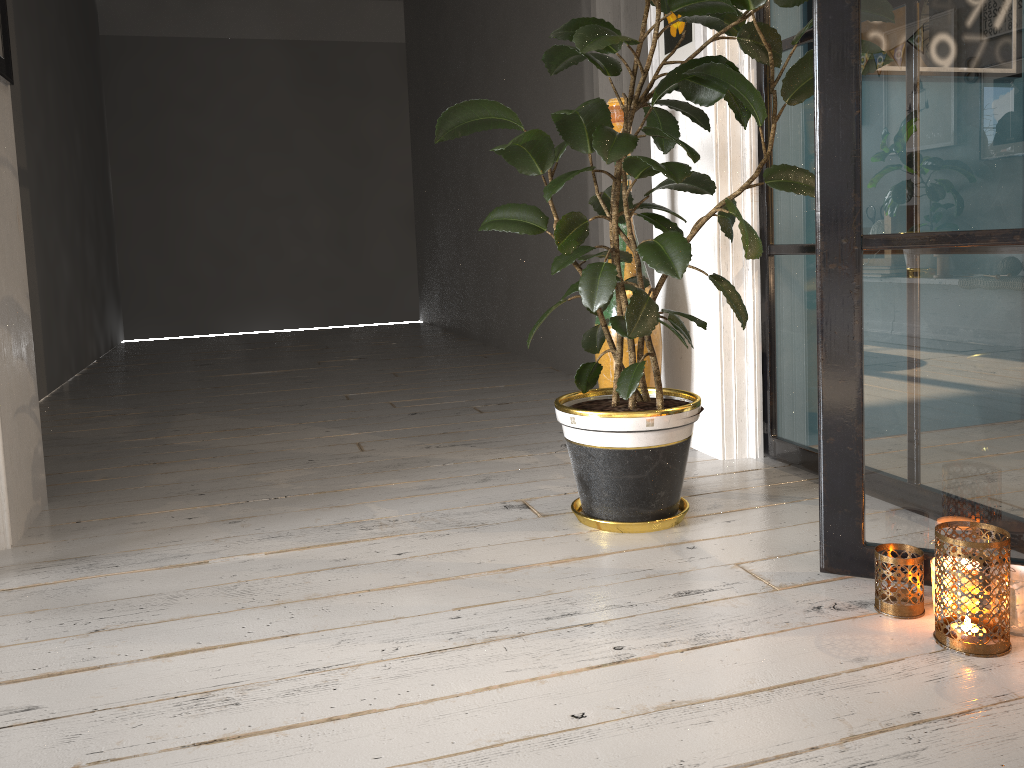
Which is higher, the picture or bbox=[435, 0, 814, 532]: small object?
the picture

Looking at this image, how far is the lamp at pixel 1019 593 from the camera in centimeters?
147cm

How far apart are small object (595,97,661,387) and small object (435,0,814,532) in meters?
0.3 m

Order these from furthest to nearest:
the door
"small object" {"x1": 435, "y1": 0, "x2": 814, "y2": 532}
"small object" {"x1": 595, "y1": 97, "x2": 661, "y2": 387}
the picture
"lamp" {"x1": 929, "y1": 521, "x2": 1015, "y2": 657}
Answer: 1. the door
2. "small object" {"x1": 595, "y1": 97, "x2": 661, "y2": 387}
3. the picture
4. "small object" {"x1": 435, "y1": 0, "x2": 814, "y2": 532}
5. "lamp" {"x1": 929, "y1": 521, "x2": 1015, "y2": 657}

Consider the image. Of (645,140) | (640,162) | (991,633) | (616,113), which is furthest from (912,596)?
(645,140)

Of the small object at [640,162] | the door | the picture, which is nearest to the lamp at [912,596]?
the small object at [640,162]

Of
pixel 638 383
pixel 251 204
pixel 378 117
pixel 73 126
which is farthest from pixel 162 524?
pixel 378 117

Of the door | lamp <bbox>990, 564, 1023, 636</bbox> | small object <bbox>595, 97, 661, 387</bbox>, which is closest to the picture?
small object <bbox>595, 97, 661, 387</bbox>

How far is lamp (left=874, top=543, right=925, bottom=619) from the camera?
1.57m

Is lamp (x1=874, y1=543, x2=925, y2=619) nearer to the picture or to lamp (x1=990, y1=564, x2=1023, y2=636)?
lamp (x1=990, y1=564, x2=1023, y2=636)
